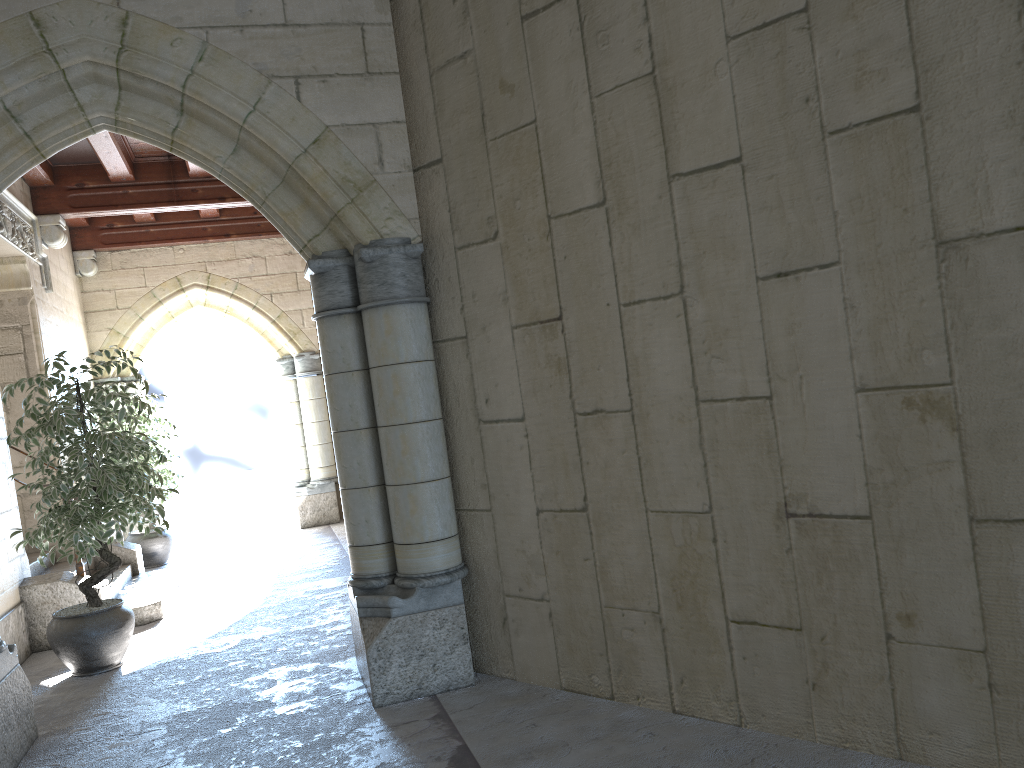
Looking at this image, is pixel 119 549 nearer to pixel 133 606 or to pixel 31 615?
pixel 133 606

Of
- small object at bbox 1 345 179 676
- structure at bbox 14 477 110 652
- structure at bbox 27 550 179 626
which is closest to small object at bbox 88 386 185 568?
structure at bbox 27 550 179 626

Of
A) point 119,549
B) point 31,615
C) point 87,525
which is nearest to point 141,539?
point 119,549

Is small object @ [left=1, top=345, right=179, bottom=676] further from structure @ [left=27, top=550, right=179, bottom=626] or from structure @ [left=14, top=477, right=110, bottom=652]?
structure @ [left=27, top=550, right=179, bottom=626]

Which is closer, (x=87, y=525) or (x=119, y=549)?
(x=87, y=525)

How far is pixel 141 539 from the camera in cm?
753

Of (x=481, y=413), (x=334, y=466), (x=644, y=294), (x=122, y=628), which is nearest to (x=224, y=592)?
(x=122, y=628)

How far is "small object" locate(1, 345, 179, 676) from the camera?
4.24m

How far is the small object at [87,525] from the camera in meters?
4.2

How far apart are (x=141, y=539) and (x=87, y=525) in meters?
3.5
